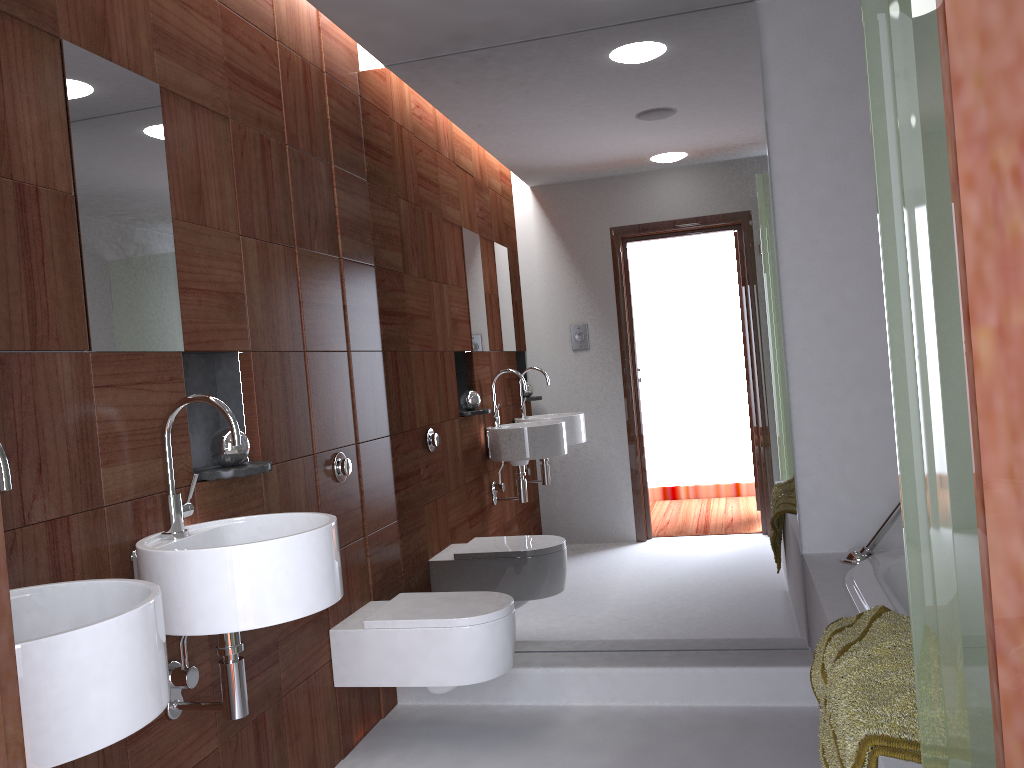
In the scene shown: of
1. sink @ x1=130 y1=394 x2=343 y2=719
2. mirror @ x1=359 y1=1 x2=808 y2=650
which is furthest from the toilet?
sink @ x1=130 y1=394 x2=343 y2=719

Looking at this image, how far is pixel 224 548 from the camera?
1.7 meters

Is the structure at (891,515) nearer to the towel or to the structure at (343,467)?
the towel

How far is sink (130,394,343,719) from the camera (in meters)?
1.71

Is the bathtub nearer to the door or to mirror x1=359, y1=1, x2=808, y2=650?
mirror x1=359, y1=1, x2=808, y2=650

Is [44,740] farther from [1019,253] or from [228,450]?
[1019,253]

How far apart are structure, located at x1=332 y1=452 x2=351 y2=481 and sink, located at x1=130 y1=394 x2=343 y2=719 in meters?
0.7 m

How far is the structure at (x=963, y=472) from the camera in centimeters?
103cm

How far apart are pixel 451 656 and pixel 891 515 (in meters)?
1.41

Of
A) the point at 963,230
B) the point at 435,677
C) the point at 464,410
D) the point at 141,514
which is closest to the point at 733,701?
the point at 435,677
